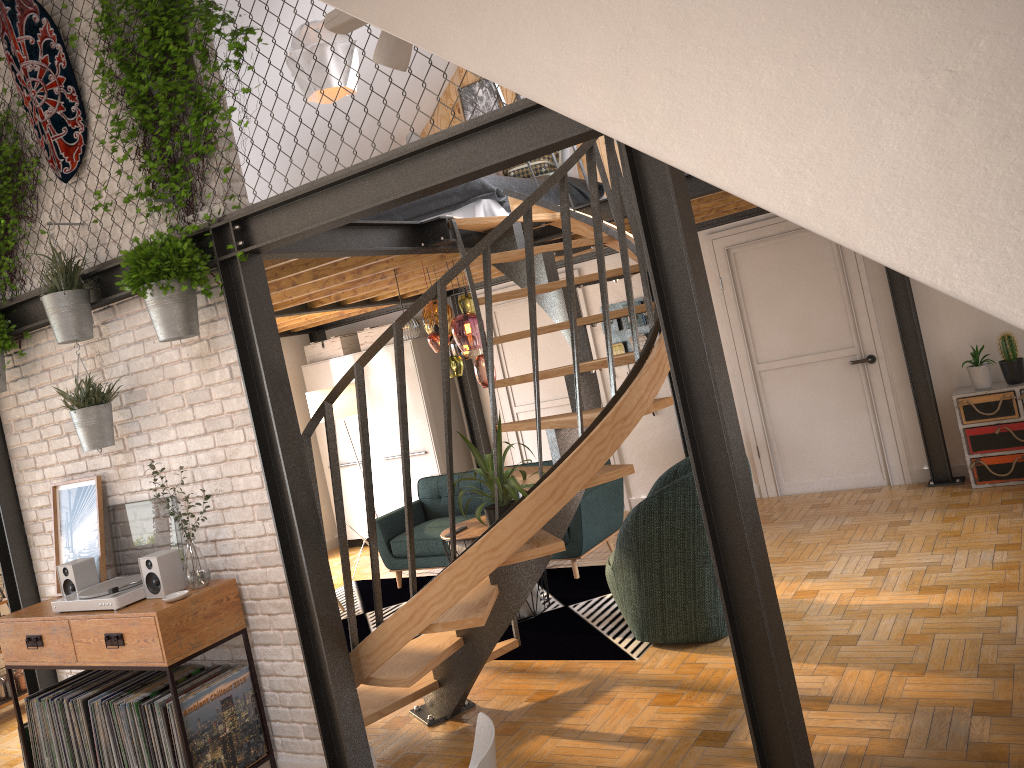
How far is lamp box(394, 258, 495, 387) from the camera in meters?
5.9 m

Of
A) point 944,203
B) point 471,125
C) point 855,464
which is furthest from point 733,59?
point 855,464

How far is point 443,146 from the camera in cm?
317

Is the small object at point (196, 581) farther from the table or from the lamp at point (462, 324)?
the lamp at point (462, 324)

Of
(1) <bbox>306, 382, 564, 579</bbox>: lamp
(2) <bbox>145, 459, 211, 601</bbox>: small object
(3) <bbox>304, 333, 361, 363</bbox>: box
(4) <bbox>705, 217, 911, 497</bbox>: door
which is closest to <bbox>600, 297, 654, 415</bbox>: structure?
(4) <bbox>705, 217, 911, 497</bbox>: door

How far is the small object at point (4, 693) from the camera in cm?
614

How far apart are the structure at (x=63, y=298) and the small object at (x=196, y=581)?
1.0m

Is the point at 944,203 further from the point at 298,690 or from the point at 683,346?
the point at 298,690

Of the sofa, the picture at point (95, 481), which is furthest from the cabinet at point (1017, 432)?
the picture at point (95, 481)

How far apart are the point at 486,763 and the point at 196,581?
2.4m
